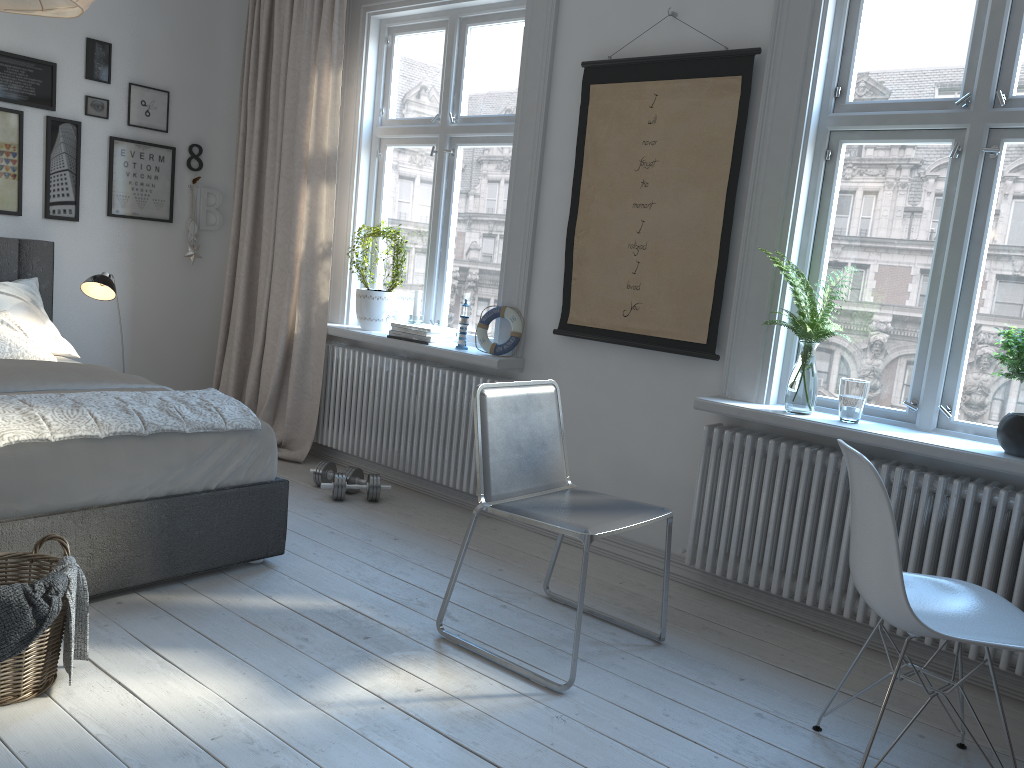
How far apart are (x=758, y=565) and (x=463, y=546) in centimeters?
116cm

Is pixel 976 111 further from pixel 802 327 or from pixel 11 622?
pixel 11 622

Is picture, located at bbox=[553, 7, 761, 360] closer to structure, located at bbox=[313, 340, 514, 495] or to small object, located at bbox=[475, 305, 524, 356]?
small object, located at bbox=[475, 305, 524, 356]

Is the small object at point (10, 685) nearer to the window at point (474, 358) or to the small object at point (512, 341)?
the window at point (474, 358)

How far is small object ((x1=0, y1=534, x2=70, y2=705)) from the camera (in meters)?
2.13

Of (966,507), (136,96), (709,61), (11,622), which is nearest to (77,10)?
(11,622)

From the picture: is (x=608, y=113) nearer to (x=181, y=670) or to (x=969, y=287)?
(x=969, y=287)

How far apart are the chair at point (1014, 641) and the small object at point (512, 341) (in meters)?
1.93

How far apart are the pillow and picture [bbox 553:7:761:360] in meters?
2.2 m

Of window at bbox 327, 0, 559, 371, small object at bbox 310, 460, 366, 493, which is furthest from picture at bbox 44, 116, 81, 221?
small object at bbox 310, 460, 366, 493
